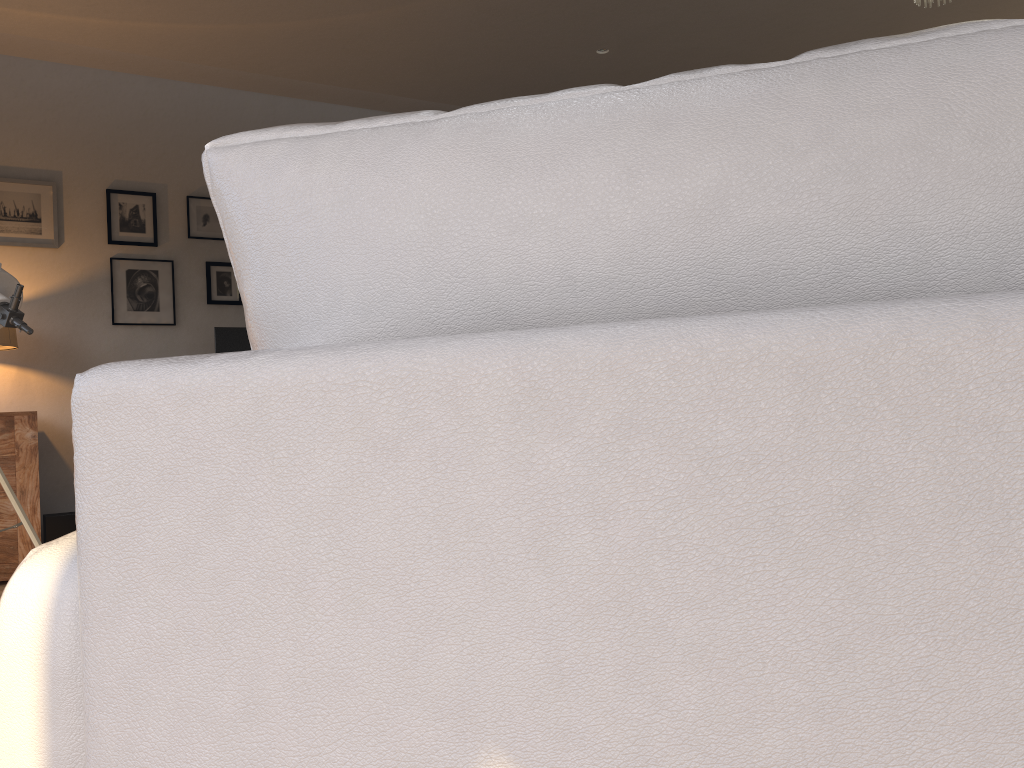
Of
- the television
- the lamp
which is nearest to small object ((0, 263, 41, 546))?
the lamp

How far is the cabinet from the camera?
4.3m

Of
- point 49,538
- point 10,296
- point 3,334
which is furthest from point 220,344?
point 10,296

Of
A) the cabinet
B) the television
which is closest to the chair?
the cabinet

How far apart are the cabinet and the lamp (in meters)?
0.35

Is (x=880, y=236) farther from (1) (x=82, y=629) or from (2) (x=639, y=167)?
(1) (x=82, y=629)

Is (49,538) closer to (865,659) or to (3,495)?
(3,495)

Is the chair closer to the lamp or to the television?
the lamp

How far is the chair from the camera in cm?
39

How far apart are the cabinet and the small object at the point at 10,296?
1.61m
